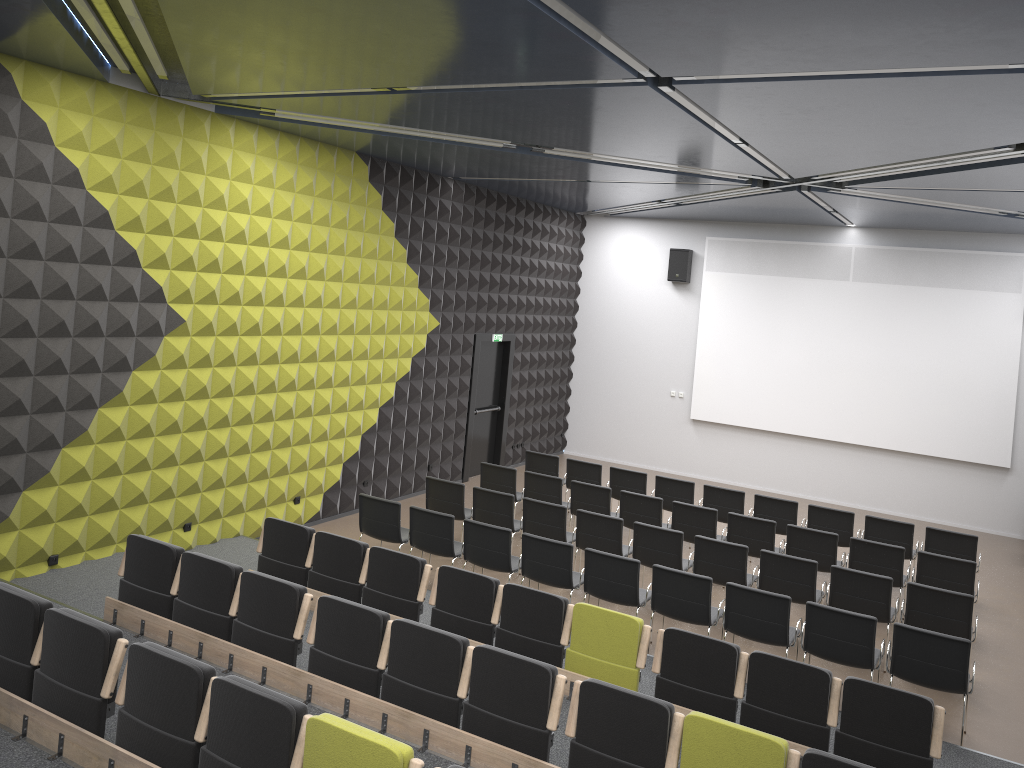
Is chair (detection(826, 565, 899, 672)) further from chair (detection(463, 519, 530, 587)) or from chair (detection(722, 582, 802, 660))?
chair (detection(463, 519, 530, 587))

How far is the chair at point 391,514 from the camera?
9.6m

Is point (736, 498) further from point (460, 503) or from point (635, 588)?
point (635, 588)

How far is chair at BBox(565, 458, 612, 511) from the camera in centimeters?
1267cm

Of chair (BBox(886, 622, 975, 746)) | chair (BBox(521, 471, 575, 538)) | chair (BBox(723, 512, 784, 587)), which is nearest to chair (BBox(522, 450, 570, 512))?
chair (BBox(521, 471, 575, 538))

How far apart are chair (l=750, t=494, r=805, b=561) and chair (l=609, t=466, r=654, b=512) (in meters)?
1.58

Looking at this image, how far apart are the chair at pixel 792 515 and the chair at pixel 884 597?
2.6 meters

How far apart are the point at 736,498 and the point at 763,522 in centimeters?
146cm

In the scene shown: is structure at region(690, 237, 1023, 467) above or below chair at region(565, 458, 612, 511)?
above

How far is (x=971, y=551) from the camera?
10.4m
